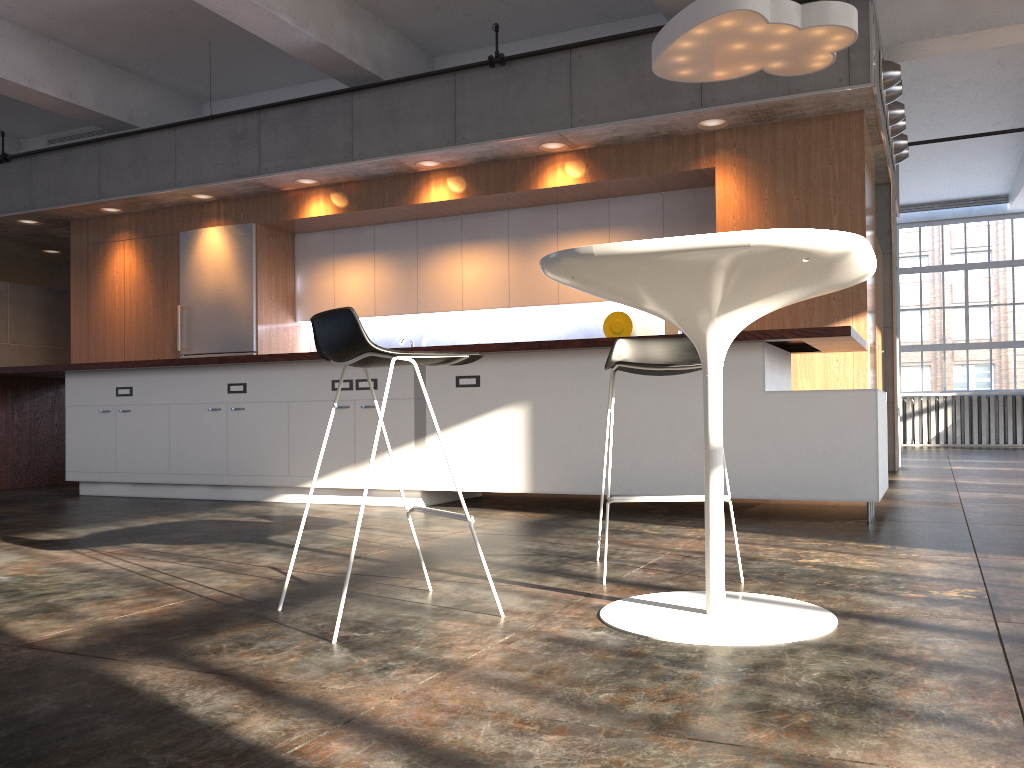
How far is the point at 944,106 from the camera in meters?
9.8

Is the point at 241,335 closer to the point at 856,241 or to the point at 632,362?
the point at 632,362

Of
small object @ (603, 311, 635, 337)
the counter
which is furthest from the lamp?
small object @ (603, 311, 635, 337)

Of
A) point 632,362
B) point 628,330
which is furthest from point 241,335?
point 632,362

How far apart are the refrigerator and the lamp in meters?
4.7 m

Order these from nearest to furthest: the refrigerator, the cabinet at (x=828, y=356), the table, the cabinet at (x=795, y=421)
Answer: the table
the cabinet at (x=795, y=421)
the cabinet at (x=828, y=356)
the refrigerator

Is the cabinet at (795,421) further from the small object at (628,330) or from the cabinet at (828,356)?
the small object at (628,330)

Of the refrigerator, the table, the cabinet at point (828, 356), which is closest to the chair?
the table

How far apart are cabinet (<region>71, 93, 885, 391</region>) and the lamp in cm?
106

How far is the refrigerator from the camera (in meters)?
8.66
